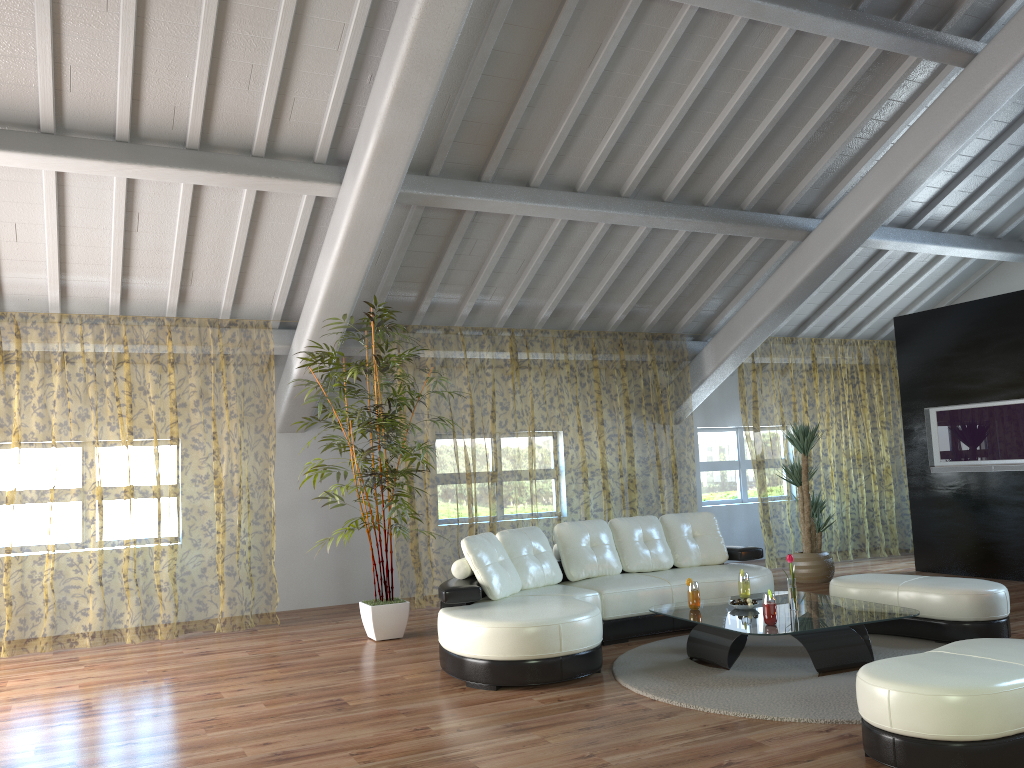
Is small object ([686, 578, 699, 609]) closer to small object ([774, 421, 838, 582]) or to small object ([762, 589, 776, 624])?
small object ([762, 589, 776, 624])

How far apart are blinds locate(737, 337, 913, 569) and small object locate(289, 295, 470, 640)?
4.4 meters

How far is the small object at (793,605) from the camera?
5.2m

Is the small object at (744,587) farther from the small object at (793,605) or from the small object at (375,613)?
the small object at (375,613)

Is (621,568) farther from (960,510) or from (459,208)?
(960,510)

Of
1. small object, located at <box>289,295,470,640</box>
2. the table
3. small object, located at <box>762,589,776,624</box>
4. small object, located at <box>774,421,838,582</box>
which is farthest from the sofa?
small object, located at <box>774,421,838,582</box>

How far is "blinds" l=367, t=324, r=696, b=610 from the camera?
12.9m

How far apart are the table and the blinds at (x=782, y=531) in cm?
409

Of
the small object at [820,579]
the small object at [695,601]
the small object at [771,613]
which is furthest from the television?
the small object at [771,613]

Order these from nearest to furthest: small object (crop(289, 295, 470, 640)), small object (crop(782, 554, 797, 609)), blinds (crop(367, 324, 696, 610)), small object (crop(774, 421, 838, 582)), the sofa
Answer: the sofa
small object (crop(782, 554, 797, 609))
small object (crop(289, 295, 470, 640))
small object (crop(774, 421, 838, 582))
blinds (crop(367, 324, 696, 610))
